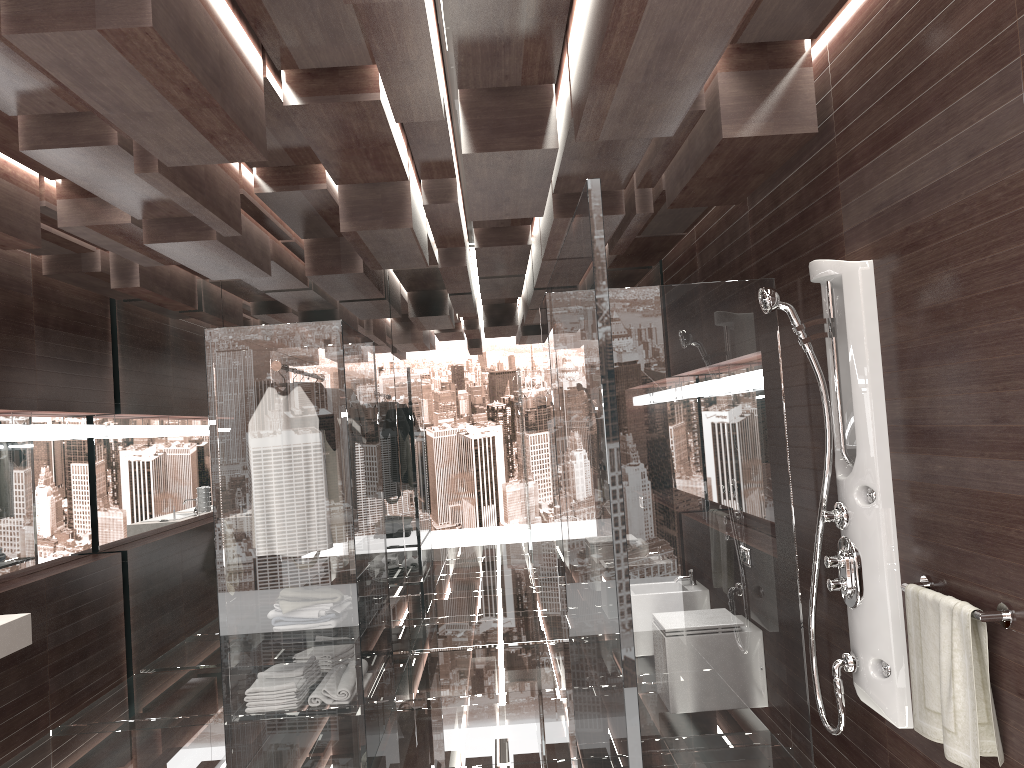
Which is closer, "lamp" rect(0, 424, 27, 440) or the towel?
the towel

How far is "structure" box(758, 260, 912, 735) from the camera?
2.7 meters

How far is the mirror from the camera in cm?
492

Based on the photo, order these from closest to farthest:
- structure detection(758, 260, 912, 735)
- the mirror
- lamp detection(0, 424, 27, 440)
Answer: structure detection(758, 260, 912, 735) < lamp detection(0, 424, 27, 440) < the mirror

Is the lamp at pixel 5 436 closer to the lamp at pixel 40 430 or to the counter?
Result: the lamp at pixel 40 430

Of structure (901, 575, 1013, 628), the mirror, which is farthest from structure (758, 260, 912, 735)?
the mirror

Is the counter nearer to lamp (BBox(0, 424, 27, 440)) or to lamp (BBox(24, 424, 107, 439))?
lamp (BBox(0, 424, 27, 440))

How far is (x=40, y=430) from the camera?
5.0m

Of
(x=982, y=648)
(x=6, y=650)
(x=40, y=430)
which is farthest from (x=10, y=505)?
(x=982, y=648)

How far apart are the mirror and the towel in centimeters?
453cm
